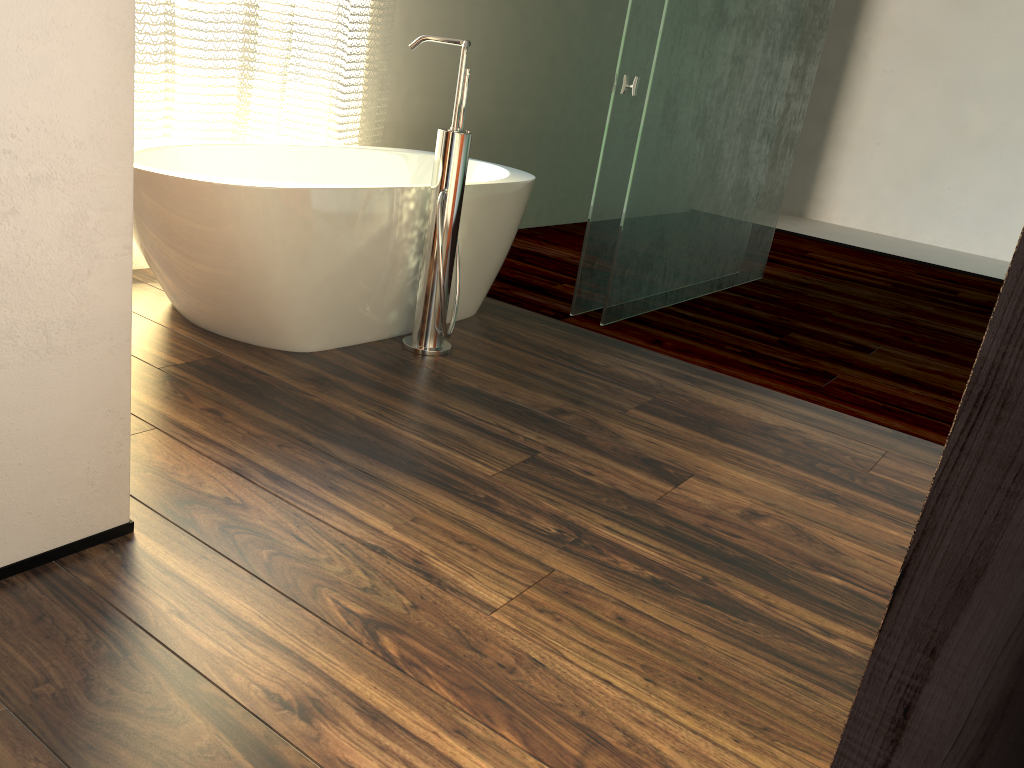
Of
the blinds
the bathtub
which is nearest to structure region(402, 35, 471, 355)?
the bathtub

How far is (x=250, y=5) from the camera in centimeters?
292cm

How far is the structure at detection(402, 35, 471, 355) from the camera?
2.47m

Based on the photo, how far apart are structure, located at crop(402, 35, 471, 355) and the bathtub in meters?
0.1

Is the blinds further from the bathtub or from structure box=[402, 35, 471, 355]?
structure box=[402, 35, 471, 355]

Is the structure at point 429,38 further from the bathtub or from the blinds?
the blinds

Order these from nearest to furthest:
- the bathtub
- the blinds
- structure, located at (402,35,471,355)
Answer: the bathtub
structure, located at (402,35,471,355)
the blinds

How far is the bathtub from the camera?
2.21m

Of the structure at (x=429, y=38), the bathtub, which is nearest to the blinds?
the bathtub

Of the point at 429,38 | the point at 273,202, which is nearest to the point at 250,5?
the point at 429,38
